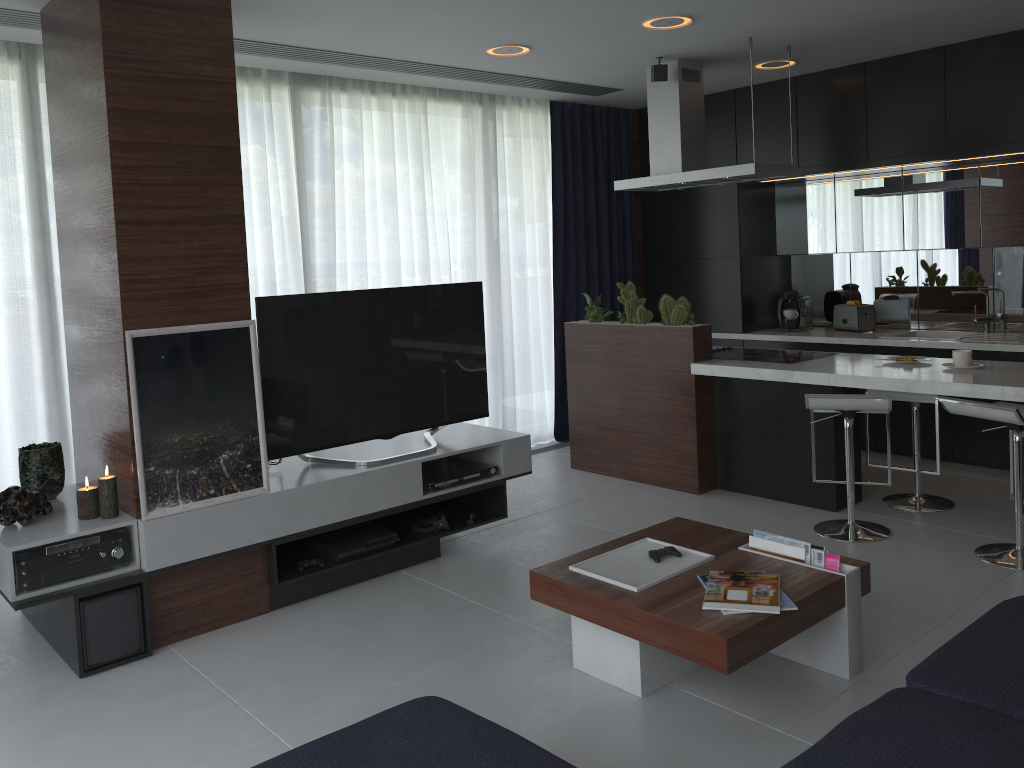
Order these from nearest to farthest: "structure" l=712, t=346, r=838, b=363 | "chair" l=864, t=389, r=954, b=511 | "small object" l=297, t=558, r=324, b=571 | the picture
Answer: the picture, "small object" l=297, t=558, r=324, b=571, "chair" l=864, t=389, r=954, b=511, "structure" l=712, t=346, r=838, b=363

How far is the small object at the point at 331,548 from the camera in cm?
389

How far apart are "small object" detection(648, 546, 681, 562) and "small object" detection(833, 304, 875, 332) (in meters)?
3.66

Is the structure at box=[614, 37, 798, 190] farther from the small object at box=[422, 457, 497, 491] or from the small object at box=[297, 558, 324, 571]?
the small object at box=[297, 558, 324, 571]

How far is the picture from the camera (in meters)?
3.29

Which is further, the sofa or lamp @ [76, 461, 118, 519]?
lamp @ [76, 461, 118, 519]

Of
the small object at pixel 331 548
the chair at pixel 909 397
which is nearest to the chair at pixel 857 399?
the chair at pixel 909 397

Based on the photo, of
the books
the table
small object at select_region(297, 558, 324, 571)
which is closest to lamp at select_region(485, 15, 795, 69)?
the table

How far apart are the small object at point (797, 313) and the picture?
4.2m

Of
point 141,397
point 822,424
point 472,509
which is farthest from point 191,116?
point 822,424
